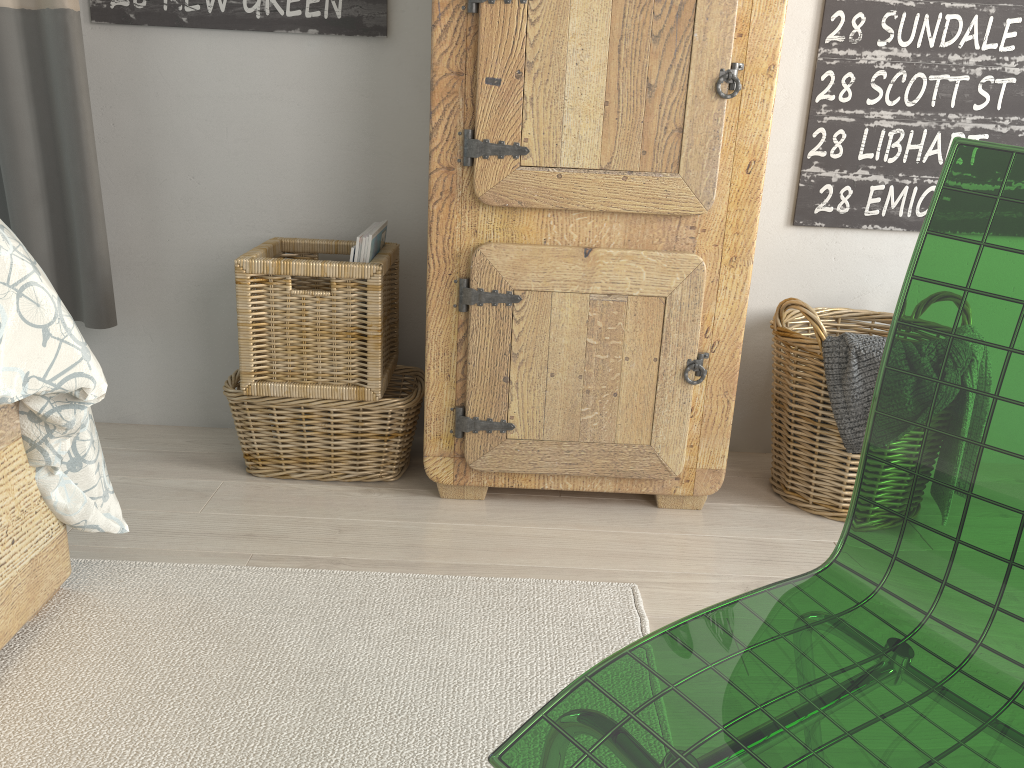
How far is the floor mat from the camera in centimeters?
107cm

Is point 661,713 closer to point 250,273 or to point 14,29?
point 250,273

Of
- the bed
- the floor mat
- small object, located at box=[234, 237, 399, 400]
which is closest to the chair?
the floor mat

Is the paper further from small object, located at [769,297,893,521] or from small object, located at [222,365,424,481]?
small object, located at [769,297,893,521]

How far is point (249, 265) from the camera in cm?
165

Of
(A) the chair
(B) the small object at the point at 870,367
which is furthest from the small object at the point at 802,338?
(A) the chair

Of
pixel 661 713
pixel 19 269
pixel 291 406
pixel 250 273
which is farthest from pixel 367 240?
pixel 661 713

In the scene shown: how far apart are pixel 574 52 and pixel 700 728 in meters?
1.2 m

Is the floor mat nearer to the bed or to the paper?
the bed

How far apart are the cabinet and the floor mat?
0.3 meters
